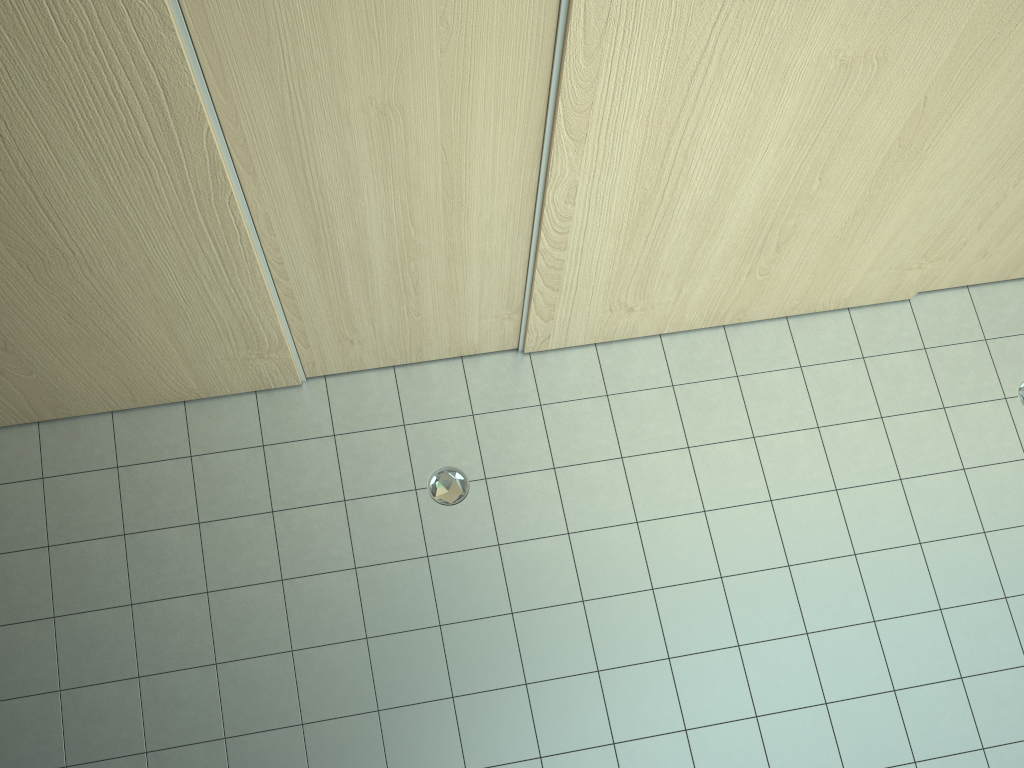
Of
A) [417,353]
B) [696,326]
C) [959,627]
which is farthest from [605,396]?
[959,627]
